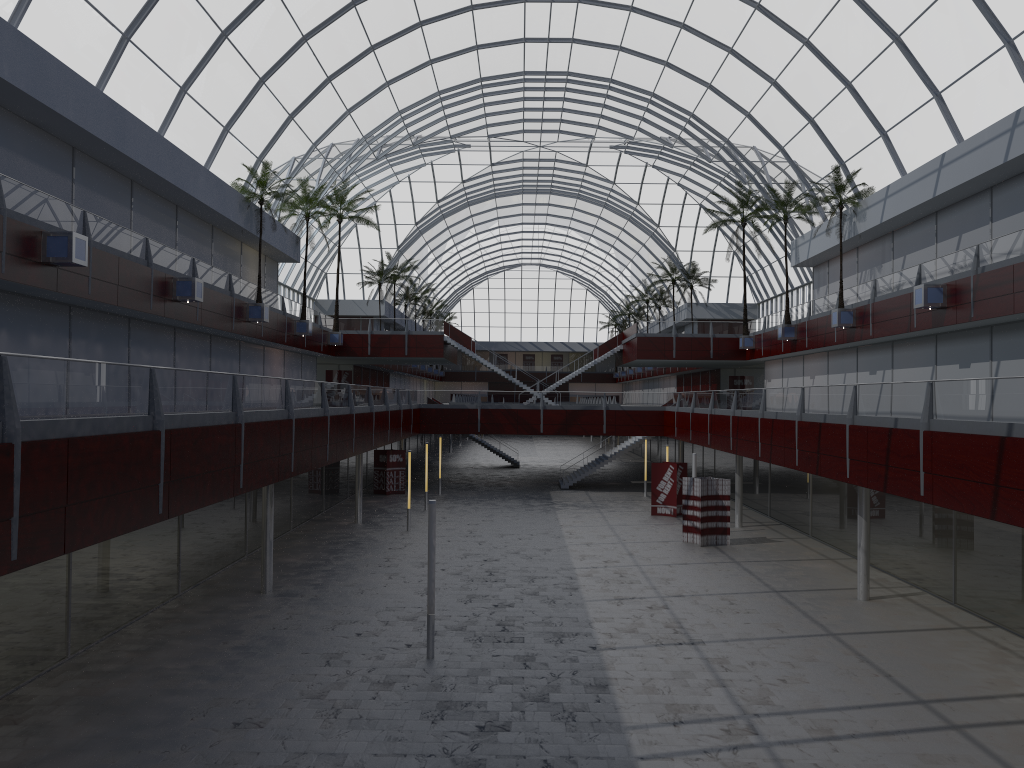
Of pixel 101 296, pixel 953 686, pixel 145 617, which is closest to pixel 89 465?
pixel 145 617

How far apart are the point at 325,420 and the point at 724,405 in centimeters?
2284cm
